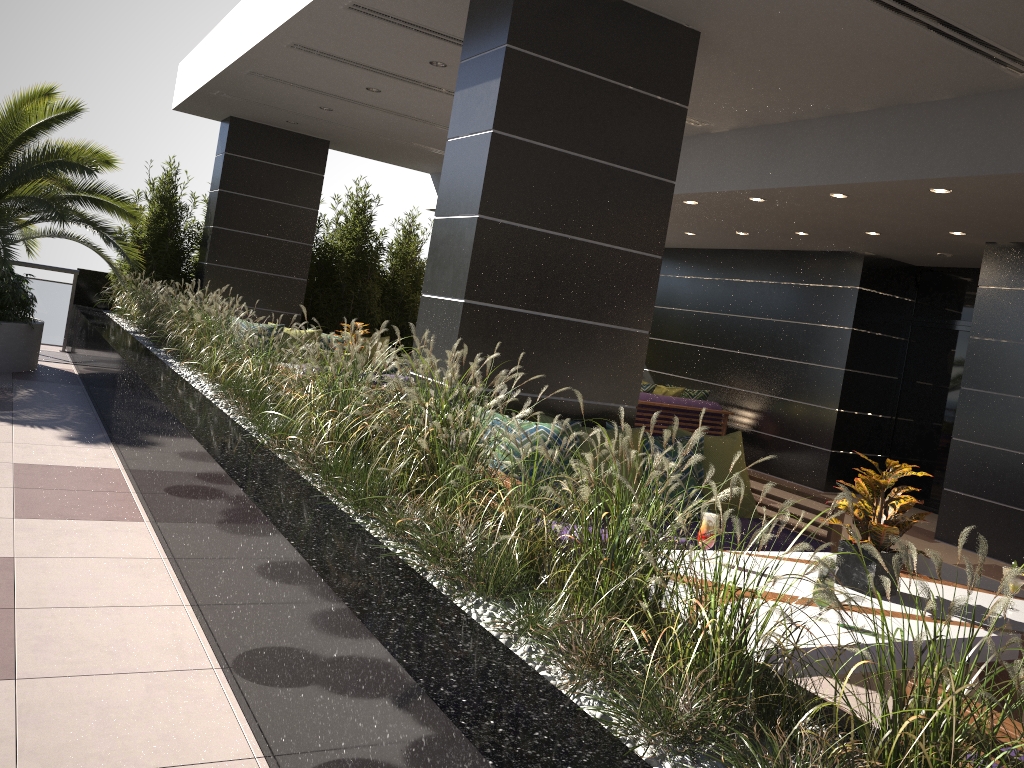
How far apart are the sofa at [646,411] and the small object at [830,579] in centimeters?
725cm

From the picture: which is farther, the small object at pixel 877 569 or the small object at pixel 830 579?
the small object at pixel 877 569

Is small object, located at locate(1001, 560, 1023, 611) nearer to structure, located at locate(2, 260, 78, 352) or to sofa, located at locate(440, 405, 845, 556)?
sofa, located at locate(440, 405, 845, 556)

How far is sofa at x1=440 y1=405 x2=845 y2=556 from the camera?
4.8 meters

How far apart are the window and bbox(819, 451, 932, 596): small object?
7.1m

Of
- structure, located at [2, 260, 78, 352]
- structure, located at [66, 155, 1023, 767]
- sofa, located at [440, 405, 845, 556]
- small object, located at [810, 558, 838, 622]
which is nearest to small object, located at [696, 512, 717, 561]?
small object, located at [810, 558, 838, 622]

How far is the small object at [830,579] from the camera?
2.9m

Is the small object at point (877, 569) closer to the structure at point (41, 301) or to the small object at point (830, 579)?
the small object at point (830, 579)

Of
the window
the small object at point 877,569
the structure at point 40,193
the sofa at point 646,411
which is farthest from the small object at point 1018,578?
the structure at point 40,193

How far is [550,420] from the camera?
4.8m
